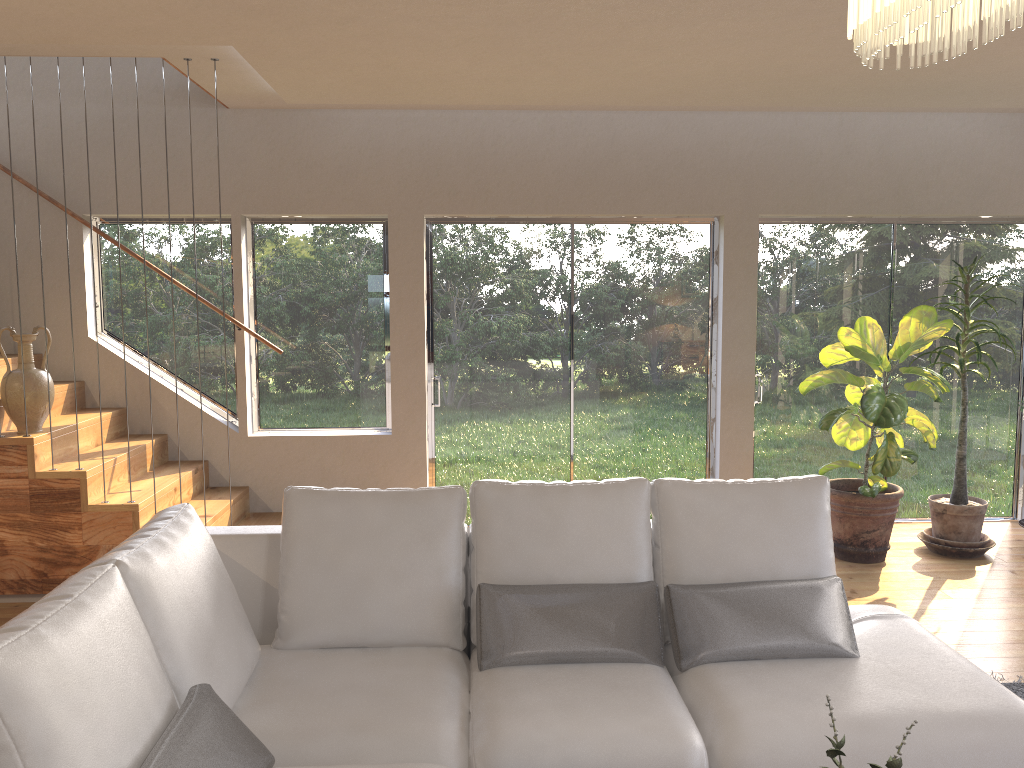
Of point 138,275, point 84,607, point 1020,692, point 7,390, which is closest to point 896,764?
point 84,607

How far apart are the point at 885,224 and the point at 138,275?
5.05m

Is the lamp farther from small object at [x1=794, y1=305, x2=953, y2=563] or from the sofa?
small object at [x1=794, y1=305, x2=953, y2=563]

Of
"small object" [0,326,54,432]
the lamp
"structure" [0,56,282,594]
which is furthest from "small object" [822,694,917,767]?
"small object" [0,326,54,432]

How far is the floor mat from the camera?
3.55m

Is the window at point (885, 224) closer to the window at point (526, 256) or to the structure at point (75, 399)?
the window at point (526, 256)

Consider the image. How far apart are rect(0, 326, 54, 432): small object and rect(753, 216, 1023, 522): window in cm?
441

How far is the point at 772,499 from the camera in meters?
3.1

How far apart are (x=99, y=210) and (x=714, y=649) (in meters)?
4.79

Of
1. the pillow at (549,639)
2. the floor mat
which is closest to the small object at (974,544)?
the floor mat
